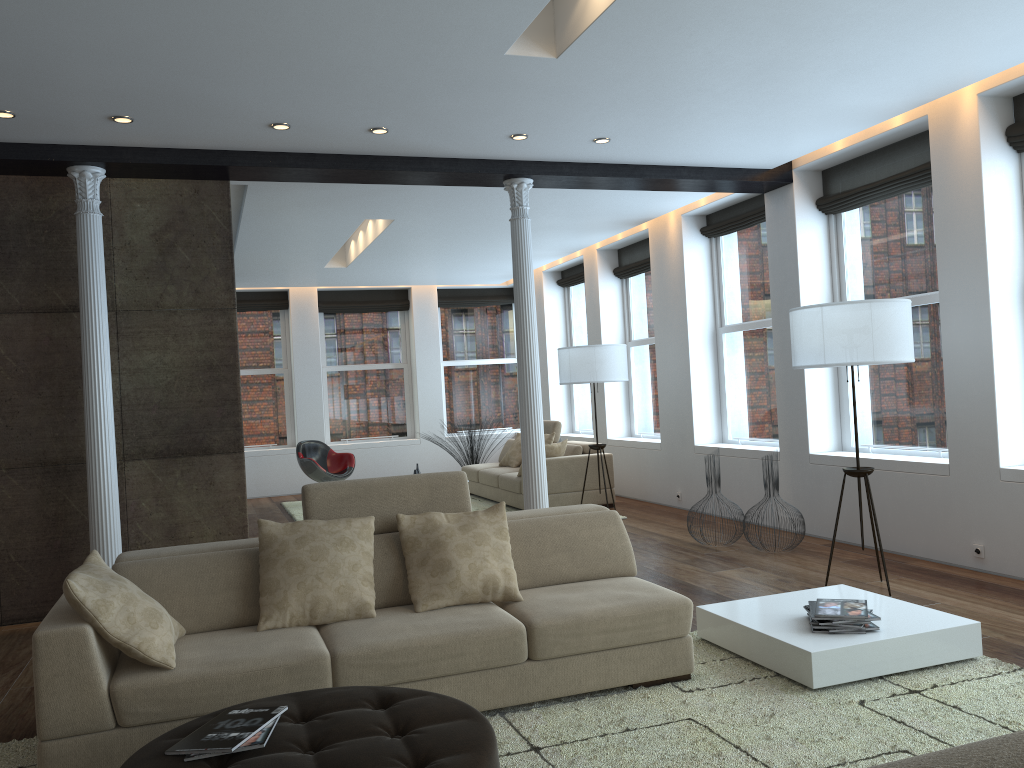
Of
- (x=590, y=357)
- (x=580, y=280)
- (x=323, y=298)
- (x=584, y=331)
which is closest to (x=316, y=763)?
(x=590, y=357)

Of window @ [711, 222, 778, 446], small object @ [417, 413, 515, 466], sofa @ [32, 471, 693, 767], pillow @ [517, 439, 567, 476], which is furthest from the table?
small object @ [417, 413, 515, 466]

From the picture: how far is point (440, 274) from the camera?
12.3m

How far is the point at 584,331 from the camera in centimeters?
1223cm

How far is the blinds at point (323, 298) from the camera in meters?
13.4

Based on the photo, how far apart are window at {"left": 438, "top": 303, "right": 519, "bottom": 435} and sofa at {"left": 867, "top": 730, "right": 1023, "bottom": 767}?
13.2m

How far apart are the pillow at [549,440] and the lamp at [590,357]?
1.4 meters

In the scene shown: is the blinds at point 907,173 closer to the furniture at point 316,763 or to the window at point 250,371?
the furniture at point 316,763

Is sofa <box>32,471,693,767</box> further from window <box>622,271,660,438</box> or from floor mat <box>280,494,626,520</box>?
window <box>622,271,660,438</box>

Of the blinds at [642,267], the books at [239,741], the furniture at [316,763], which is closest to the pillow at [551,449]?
the blinds at [642,267]
